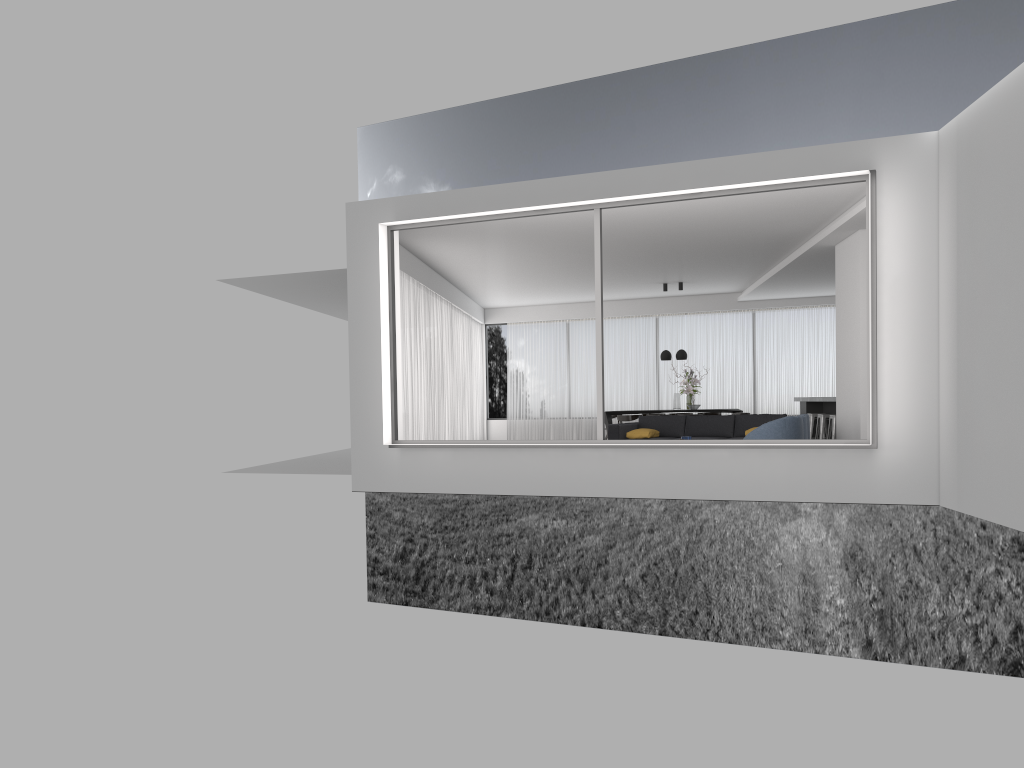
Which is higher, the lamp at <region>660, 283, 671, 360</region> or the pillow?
the lamp at <region>660, 283, 671, 360</region>

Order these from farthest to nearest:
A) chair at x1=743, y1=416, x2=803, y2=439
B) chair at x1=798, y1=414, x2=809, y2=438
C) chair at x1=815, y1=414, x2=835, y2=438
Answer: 1. chair at x1=815, y1=414, x2=835, y2=438
2. chair at x1=798, y1=414, x2=809, y2=438
3. chair at x1=743, y1=416, x2=803, y2=439

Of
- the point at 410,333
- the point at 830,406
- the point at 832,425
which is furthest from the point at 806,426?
the point at 410,333

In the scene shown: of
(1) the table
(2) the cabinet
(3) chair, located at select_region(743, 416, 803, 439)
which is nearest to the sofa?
(3) chair, located at select_region(743, 416, 803, 439)

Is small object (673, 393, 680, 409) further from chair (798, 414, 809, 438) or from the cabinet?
chair (798, 414, 809, 438)

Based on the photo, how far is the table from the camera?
16.9 meters

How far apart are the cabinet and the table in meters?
3.5 m

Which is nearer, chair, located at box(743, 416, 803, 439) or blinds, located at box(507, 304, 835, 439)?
chair, located at box(743, 416, 803, 439)

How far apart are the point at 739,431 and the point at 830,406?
3.3 meters

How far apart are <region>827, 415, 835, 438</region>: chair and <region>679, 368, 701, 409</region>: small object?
3.2 meters
